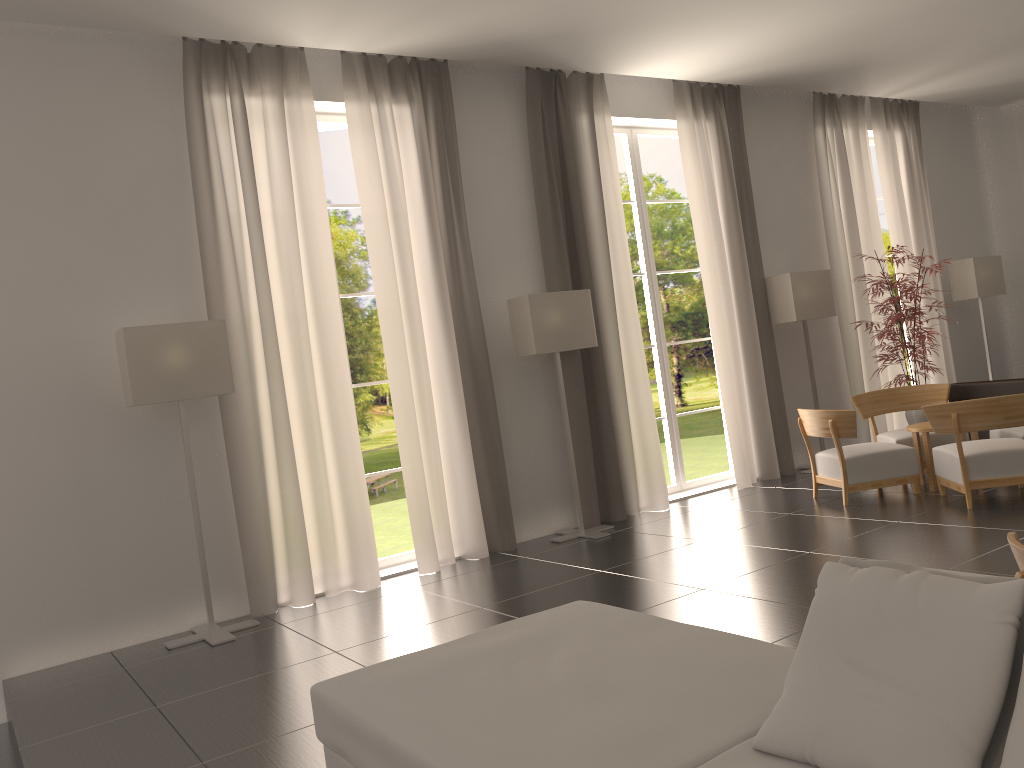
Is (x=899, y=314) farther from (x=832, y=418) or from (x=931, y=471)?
(x=832, y=418)

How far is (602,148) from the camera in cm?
1261

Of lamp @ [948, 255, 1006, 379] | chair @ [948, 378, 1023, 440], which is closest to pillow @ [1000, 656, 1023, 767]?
chair @ [948, 378, 1023, 440]

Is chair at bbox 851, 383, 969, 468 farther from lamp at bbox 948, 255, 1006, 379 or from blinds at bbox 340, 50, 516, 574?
blinds at bbox 340, 50, 516, 574

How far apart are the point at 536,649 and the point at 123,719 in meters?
4.0 m

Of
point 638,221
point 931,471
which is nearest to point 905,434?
point 931,471

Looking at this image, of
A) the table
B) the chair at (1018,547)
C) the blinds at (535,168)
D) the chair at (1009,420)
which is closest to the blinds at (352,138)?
the blinds at (535,168)

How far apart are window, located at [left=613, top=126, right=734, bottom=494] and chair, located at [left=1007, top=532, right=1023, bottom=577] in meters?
9.8 m

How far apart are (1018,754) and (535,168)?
10.4 meters

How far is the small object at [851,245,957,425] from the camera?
13.4 meters
